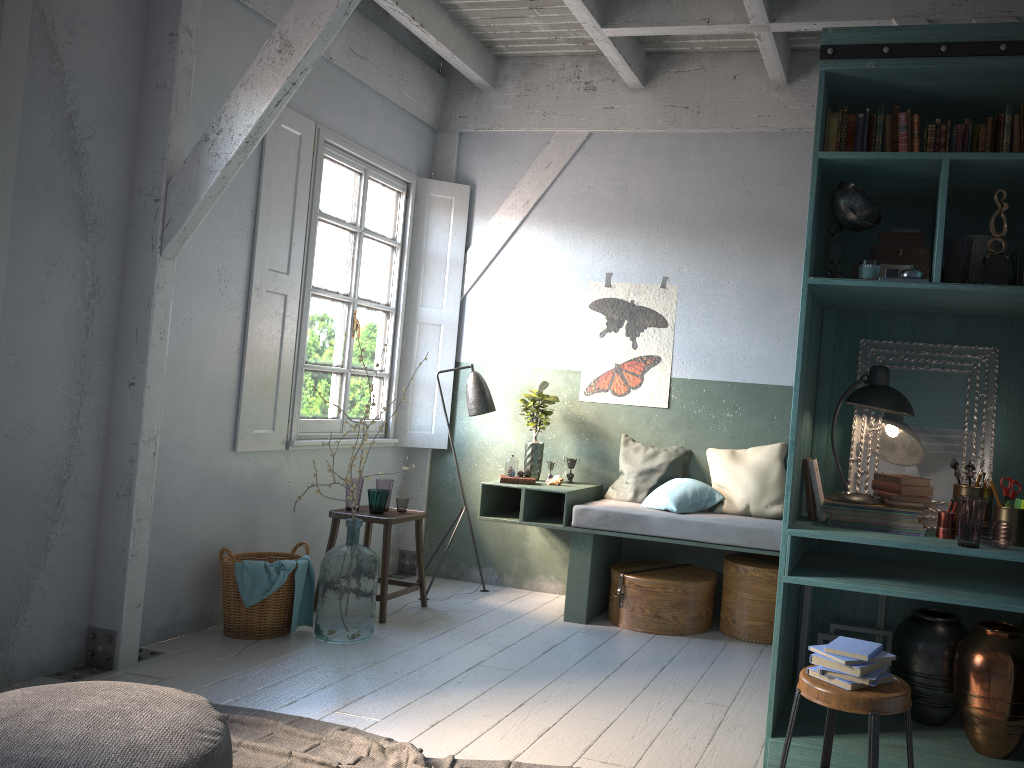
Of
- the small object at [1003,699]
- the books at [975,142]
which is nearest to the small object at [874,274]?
the books at [975,142]

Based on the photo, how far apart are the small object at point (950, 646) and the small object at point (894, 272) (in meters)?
1.58

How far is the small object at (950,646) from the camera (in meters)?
3.89

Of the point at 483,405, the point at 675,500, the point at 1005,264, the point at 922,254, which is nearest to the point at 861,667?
the point at 1005,264

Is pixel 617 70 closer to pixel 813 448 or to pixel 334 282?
pixel 334 282

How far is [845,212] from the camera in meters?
3.8 m

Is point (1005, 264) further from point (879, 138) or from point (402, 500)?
point (402, 500)

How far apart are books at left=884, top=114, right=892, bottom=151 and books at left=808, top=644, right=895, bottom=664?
2.18m

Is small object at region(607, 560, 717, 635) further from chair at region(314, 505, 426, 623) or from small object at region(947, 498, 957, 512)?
small object at region(947, 498, 957, 512)

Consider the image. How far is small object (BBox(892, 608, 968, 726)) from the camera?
3.9m
